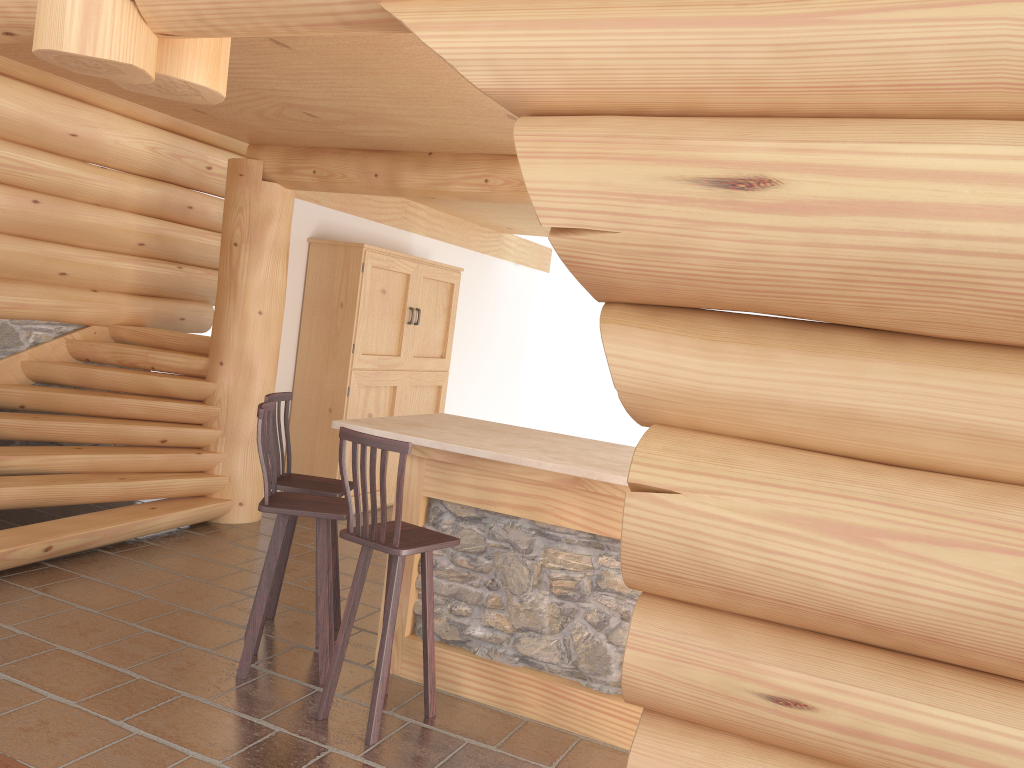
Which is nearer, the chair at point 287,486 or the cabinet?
the chair at point 287,486

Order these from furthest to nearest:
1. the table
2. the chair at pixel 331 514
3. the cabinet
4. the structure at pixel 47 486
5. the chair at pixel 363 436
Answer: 1. the cabinet
2. the structure at pixel 47 486
3. the chair at pixel 331 514
4. the table
5. the chair at pixel 363 436

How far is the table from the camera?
4.13m

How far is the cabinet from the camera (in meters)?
7.69

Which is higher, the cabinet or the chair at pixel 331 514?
the cabinet

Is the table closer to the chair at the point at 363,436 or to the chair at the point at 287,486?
the chair at the point at 363,436

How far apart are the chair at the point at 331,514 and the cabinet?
3.2m

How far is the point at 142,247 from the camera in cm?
769

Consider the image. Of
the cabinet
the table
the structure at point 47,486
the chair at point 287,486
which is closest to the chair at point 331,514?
the chair at point 287,486

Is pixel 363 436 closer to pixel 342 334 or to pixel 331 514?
pixel 331 514
